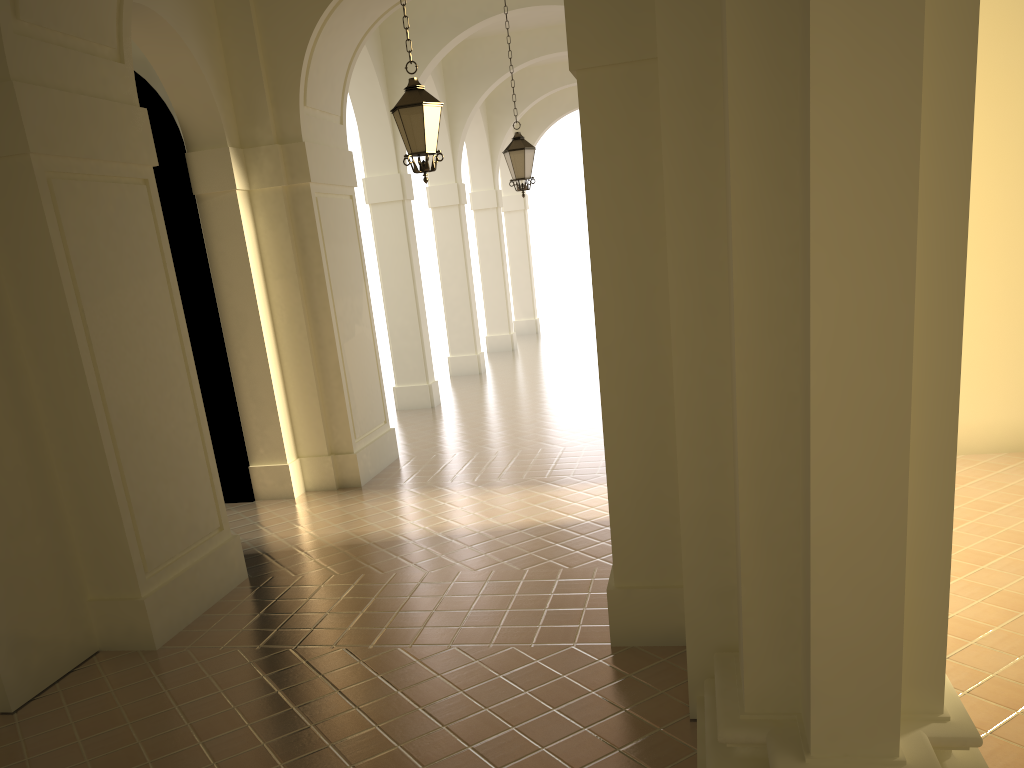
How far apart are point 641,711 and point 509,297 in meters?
19.1 m

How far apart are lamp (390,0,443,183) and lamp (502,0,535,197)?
4.8m

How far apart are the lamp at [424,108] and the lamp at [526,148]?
4.8 meters

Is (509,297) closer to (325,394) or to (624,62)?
(325,394)

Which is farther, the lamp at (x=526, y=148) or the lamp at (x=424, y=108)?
the lamp at (x=526, y=148)

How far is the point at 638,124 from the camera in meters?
5.2 m

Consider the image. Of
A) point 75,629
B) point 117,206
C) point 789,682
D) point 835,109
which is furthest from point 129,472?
point 835,109

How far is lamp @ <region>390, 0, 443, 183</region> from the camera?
8.2 meters

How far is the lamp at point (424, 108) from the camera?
8.21m
